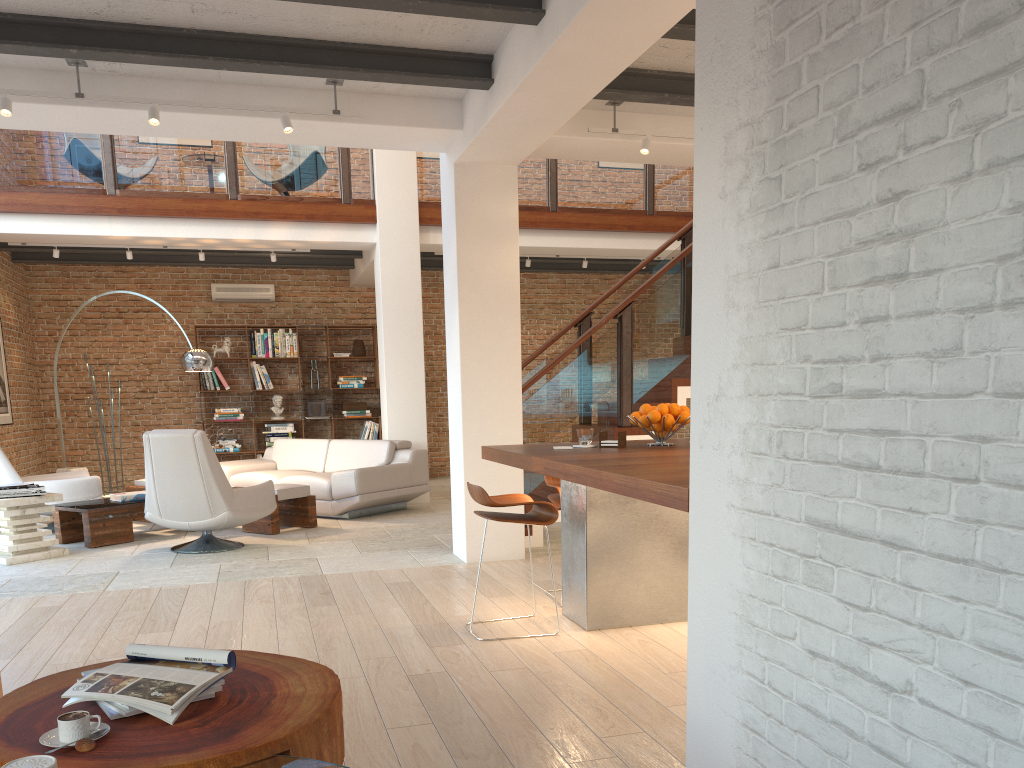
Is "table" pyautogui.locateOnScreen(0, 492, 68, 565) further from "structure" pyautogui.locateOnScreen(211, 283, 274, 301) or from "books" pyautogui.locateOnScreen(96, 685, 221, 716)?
"structure" pyautogui.locateOnScreen(211, 283, 274, 301)

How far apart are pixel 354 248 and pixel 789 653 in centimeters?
886cm

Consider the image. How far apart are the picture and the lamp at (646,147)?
7.7m

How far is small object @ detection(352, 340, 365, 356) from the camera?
12.4 meters

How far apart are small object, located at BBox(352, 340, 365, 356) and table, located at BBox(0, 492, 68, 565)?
5.77m

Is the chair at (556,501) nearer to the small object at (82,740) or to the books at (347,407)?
the small object at (82,740)

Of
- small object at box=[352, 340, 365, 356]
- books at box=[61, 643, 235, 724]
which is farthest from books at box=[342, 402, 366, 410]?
books at box=[61, 643, 235, 724]

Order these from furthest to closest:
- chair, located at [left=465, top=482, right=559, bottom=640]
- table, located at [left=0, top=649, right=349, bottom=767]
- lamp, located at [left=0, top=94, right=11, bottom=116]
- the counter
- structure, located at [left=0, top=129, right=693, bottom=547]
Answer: structure, located at [left=0, top=129, right=693, bottom=547], lamp, located at [left=0, top=94, right=11, bottom=116], chair, located at [left=465, top=482, right=559, bottom=640], the counter, table, located at [left=0, top=649, right=349, bottom=767]

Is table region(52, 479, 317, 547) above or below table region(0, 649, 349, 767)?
below

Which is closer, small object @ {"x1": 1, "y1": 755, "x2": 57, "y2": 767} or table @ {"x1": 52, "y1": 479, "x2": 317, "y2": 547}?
small object @ {"x1": 1, "y1": 755, "x2": 57, "y2": 767}
